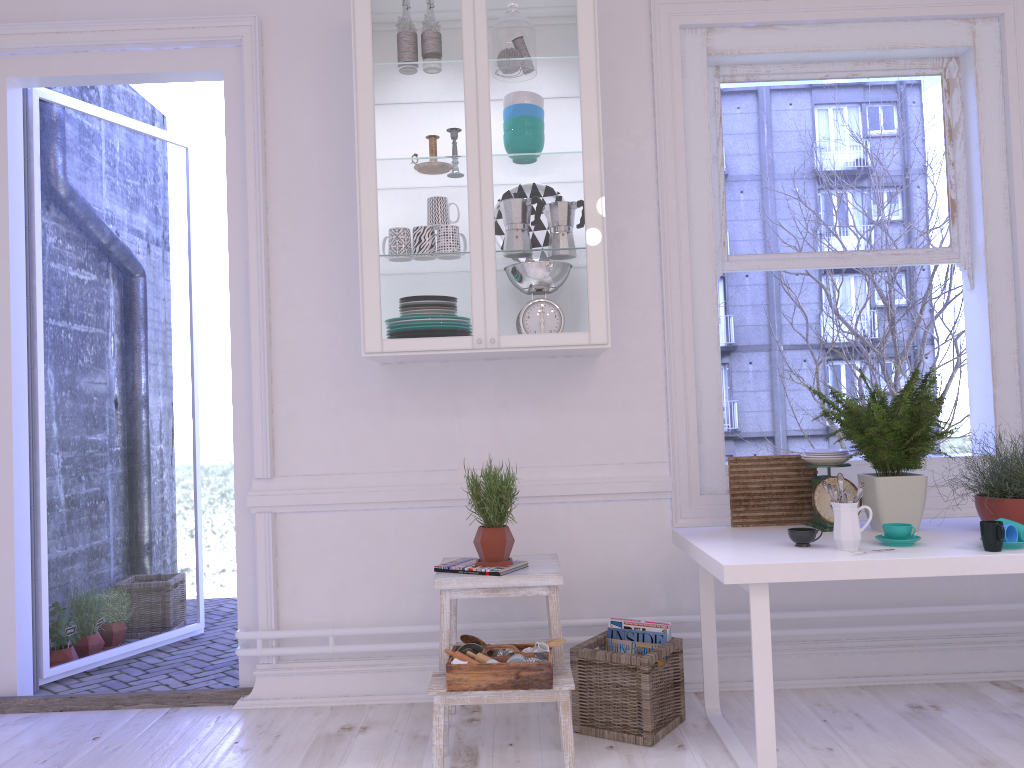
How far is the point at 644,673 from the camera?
2.7m

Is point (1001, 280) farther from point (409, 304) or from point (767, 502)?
point (409, 304)

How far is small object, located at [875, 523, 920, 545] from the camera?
2.45m

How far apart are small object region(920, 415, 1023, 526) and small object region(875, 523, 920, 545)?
0.3m

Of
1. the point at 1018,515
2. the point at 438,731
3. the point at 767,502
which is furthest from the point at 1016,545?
the point at 438,731

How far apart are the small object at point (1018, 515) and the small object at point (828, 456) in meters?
0.4 m

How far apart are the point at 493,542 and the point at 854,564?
1.1 meters

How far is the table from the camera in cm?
228

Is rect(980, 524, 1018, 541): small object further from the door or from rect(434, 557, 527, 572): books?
the door

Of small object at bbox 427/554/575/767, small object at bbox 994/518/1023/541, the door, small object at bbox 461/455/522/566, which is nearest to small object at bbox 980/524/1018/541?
small object at bbox 994/518/1023/541
